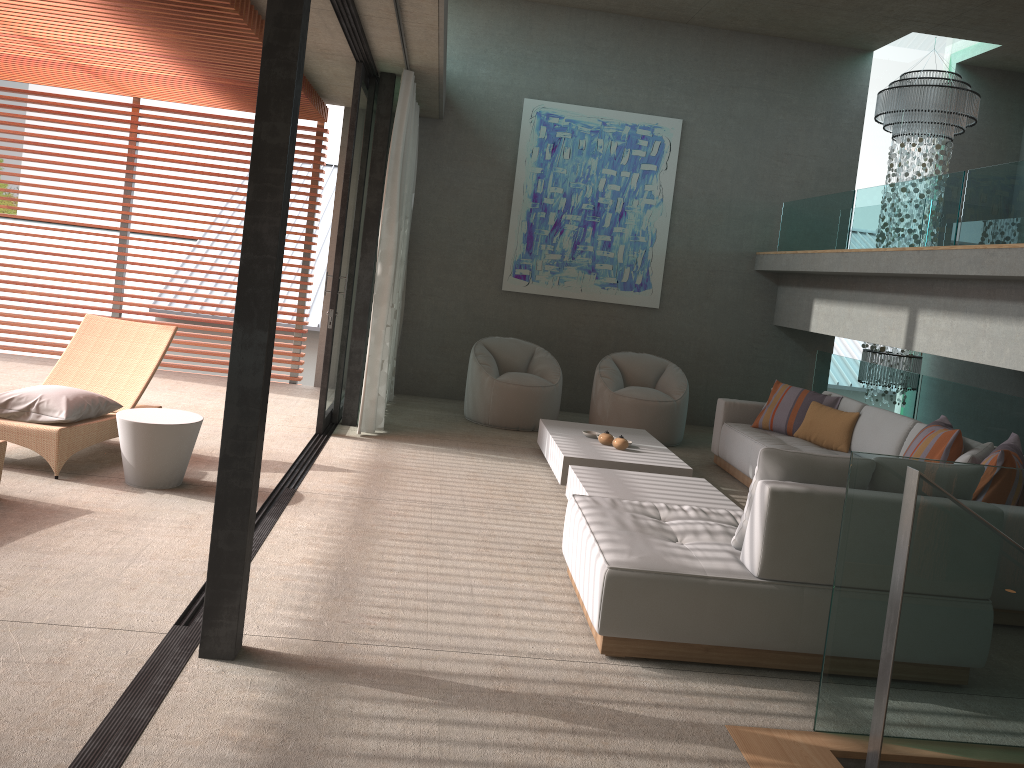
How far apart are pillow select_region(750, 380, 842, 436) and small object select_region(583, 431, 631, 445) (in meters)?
1.46

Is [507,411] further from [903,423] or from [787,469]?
[787,469]

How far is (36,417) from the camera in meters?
5.1

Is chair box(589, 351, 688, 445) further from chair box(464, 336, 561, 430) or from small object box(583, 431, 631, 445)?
small object box(583, 431, 631, 445)

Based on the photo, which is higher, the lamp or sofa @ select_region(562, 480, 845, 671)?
the lamp

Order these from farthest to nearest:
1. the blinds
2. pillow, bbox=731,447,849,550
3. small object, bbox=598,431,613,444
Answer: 1. the blinds
2. small object, bbox=598,431,613,444
3. pillow, bbox=731,447,849,550

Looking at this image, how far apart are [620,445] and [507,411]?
1.86m

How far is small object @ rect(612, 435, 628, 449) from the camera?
6.5m

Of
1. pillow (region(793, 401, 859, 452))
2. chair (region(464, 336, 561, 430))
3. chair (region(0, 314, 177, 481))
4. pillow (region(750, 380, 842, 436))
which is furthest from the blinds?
pillow (region(793, 401, 859, 452))

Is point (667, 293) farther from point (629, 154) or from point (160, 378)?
point (160, 378)
